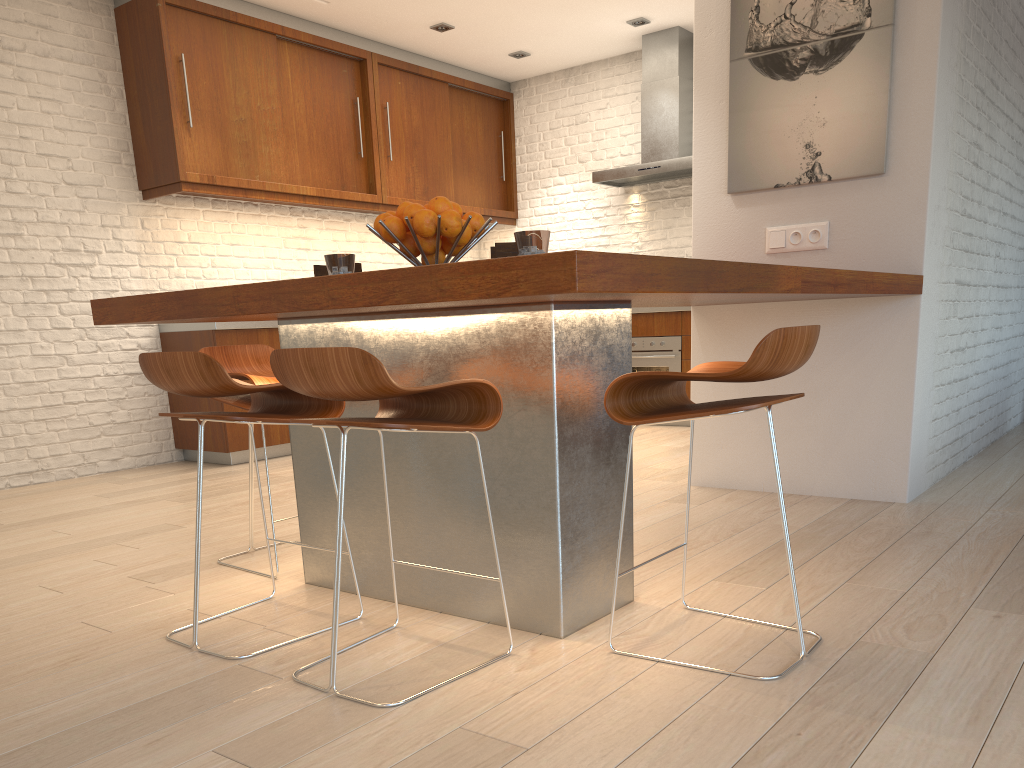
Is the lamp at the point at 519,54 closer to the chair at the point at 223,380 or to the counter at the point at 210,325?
the counter at the point at 210,325

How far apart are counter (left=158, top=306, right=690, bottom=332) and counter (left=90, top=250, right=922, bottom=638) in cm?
289

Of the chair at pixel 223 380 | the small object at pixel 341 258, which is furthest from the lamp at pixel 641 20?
the chair at pixel 223 380

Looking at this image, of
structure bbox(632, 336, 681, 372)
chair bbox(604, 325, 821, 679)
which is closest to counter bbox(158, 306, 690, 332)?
structure bbox(632, 336, 681, 372)

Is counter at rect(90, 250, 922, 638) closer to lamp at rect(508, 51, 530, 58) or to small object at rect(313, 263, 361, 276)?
small object at rect(313, 263, 361, 276)

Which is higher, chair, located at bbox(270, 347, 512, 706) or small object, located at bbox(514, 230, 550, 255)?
small object, located at bbox(514, 230, 550, 255)

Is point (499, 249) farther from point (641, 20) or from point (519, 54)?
point (519, 54)

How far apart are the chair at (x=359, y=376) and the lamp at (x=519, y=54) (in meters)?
5.61

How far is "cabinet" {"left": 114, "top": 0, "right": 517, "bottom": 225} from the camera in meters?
→ 5.5 m

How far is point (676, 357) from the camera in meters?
6.6 m
